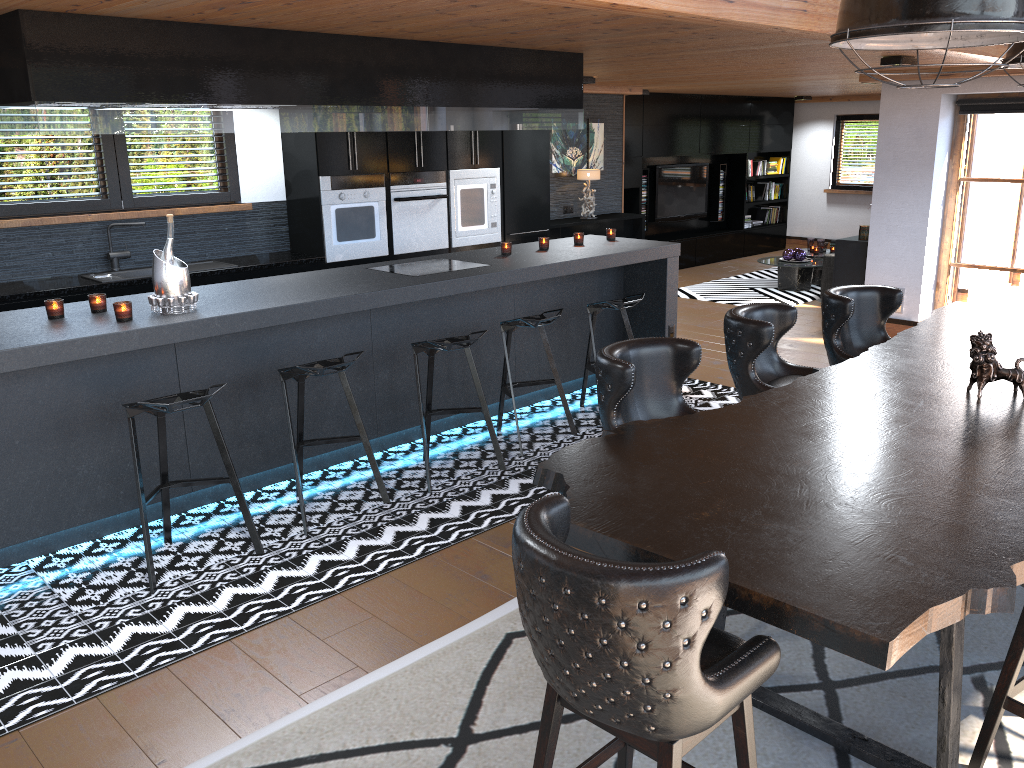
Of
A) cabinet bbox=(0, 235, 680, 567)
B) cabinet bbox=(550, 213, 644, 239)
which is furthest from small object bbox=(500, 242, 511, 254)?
cabinet bbox=(550, 213, 644, 239)

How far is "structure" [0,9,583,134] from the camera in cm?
357

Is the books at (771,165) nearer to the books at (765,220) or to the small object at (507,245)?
the books at (765,220)

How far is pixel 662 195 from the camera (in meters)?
12.32

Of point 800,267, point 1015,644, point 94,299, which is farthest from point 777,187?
point 1015,644

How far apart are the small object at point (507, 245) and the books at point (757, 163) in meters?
8.9 m

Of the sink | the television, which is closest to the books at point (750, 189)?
the television

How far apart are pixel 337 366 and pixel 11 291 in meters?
2.7 m

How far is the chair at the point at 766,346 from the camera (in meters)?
3.88

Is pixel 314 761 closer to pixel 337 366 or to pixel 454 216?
pixel 337 366
